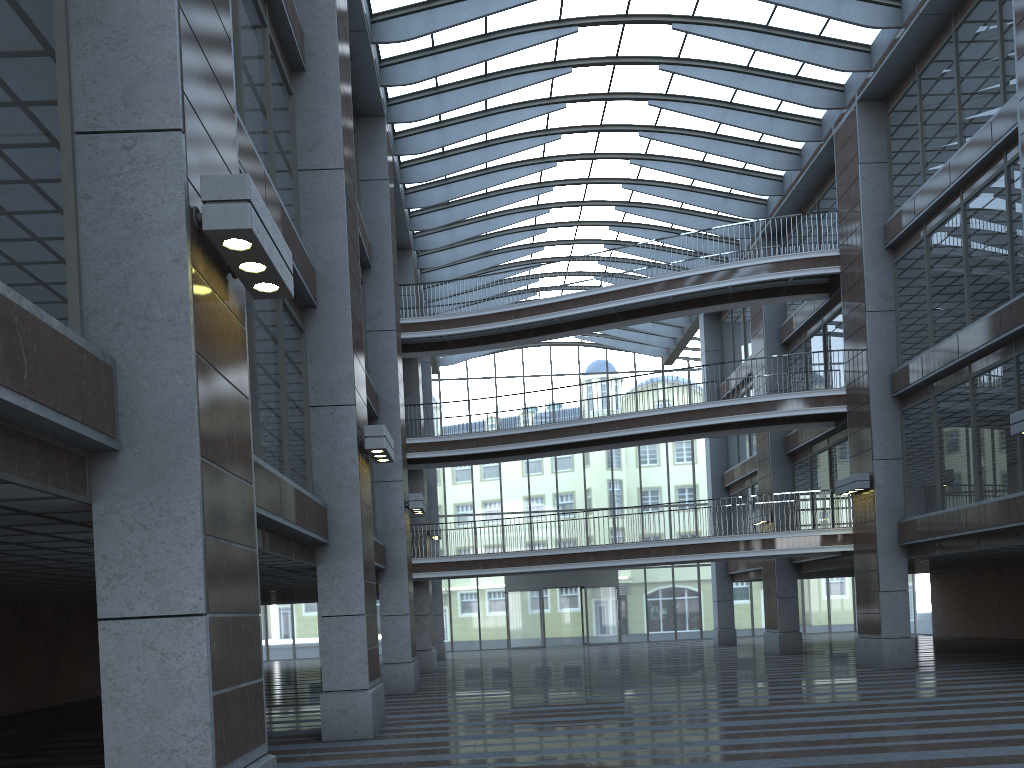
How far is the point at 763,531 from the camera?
28.94m

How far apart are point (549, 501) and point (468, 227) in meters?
17.3 m
